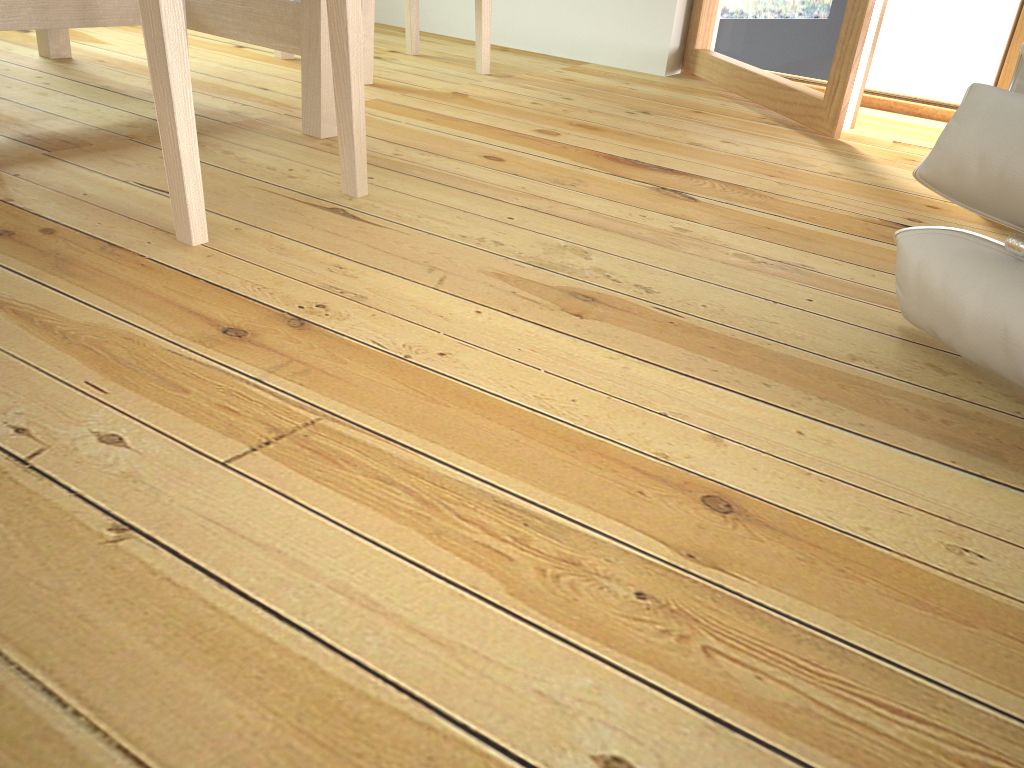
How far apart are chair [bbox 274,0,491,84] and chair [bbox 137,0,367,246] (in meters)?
0.93

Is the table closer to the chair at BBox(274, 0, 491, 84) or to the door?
the chair at BBox(274, 0, 491, 84)

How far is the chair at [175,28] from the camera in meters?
1.0

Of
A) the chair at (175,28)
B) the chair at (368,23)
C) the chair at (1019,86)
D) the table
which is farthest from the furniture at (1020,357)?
the chair at (368,23)

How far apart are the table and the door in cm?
117

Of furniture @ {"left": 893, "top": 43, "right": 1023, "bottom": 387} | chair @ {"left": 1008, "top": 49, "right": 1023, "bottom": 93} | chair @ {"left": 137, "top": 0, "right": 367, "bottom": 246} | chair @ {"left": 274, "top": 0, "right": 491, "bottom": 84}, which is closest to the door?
chair @ {"left": 1008, "top": 49, "right": 1023, "bottom": 93}

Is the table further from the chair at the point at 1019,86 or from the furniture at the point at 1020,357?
the chair at the point at 1019,86

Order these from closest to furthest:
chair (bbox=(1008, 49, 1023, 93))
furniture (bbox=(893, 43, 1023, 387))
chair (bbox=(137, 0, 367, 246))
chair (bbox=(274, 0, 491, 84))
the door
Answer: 1. furniture (bbox=(893, 43, 1023, 387))
2. chair (bbox=(137, 0, 367, 246))
3. chair (bbox=(1008, 49, 1023, 93))
4. the door
5. chair (bbox=(274, 0, 491, 84))

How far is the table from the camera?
1.6 meters

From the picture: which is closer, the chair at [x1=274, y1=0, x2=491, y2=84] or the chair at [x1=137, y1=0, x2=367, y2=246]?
the chair at [x1=137, y1=0, x2=367, y2=246]
